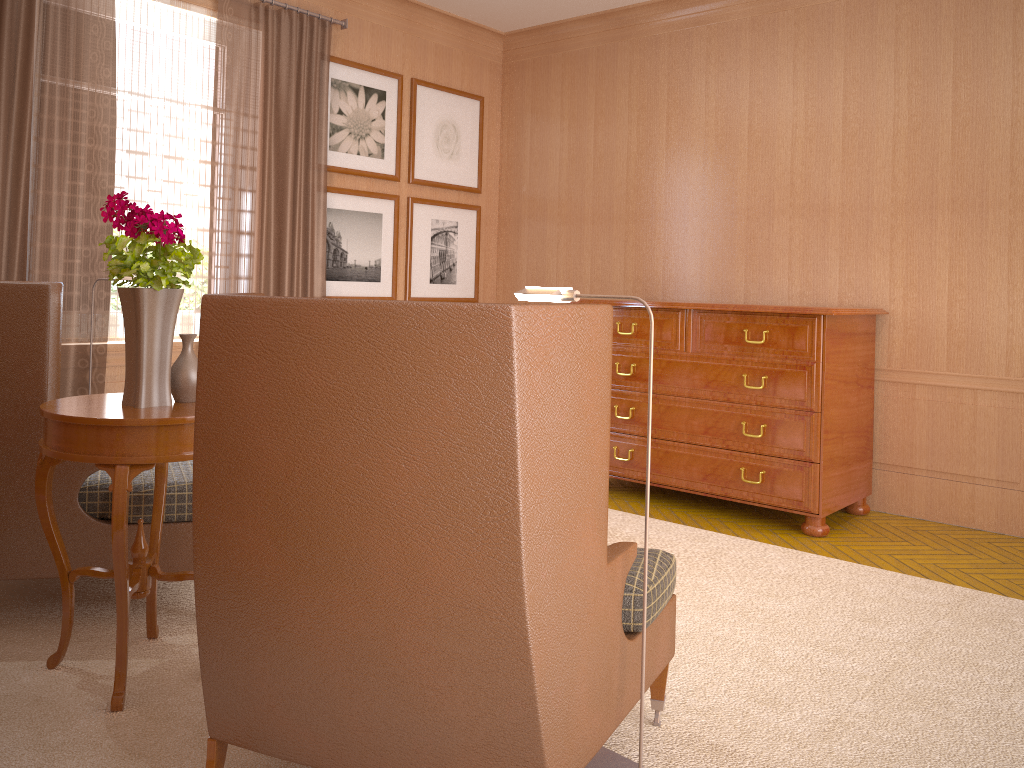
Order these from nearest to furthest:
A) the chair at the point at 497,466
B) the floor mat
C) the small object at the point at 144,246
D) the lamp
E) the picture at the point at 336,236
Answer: the chair at the point at 497,466 < the lamp < the floor mat < the small object at the point at 144,246 < the picture at the point at 336,236

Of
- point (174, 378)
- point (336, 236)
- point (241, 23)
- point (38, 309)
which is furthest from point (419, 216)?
A: point (174, 378)

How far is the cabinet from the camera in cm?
756

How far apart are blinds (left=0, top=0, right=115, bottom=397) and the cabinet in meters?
4.6

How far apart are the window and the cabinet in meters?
4.0

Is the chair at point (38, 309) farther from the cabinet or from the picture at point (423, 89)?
the picture at point (423, 89)

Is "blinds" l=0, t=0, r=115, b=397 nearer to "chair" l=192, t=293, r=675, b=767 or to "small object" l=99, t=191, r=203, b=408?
"small object" l=99, t=191, r=203, b=408

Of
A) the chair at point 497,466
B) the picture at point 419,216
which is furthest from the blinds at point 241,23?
the chair at point 497,466

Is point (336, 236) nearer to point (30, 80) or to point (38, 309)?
point (30, 80)

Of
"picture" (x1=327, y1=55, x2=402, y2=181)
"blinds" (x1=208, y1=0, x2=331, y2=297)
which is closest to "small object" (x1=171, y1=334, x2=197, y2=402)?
"blinds" (x1=208, y1=0, x2=331, y2=297)
